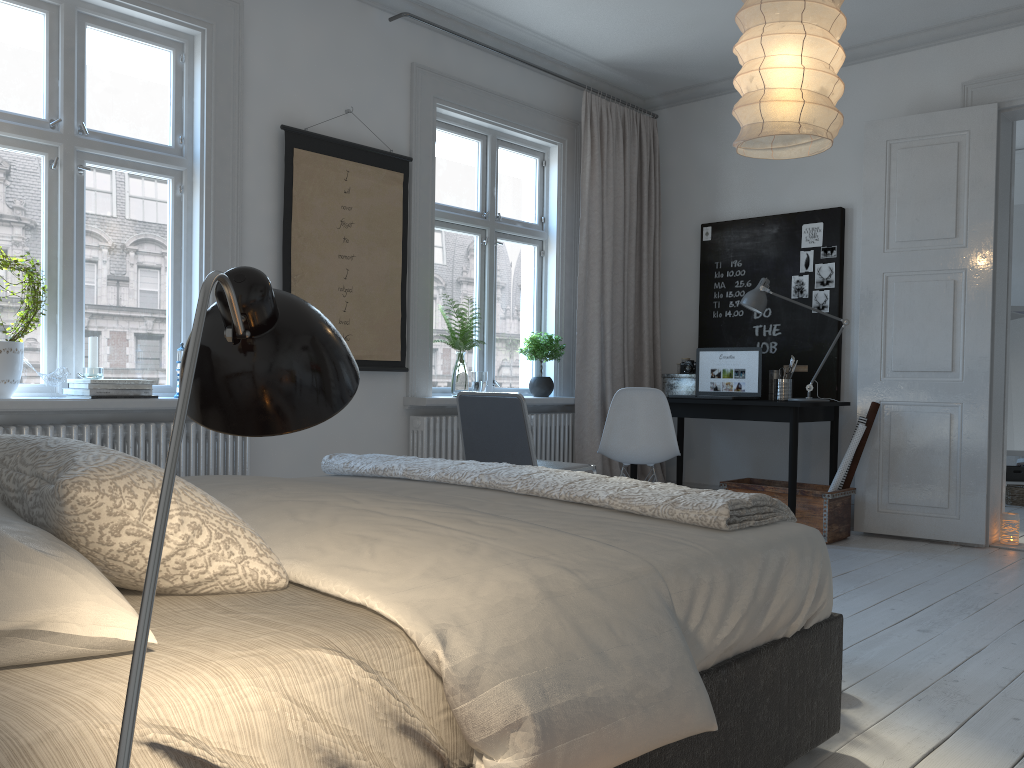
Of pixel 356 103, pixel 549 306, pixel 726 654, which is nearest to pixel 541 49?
pixel 356 103

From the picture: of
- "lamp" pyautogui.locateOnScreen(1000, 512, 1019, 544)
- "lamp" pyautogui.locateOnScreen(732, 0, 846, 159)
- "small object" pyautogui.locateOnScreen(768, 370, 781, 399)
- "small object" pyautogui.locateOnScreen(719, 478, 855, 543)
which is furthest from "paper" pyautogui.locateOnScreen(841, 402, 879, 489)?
"lamp" pyautogui.locateOnScreen(732, 0, 846, 159)

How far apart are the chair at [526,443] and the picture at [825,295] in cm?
213

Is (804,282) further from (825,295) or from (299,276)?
(299,276)

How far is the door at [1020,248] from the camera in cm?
719

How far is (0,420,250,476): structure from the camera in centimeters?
342cm

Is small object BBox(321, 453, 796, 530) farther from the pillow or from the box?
the box

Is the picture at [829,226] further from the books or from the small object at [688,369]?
the books

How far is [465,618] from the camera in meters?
1.2

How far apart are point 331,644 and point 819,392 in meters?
4.7
